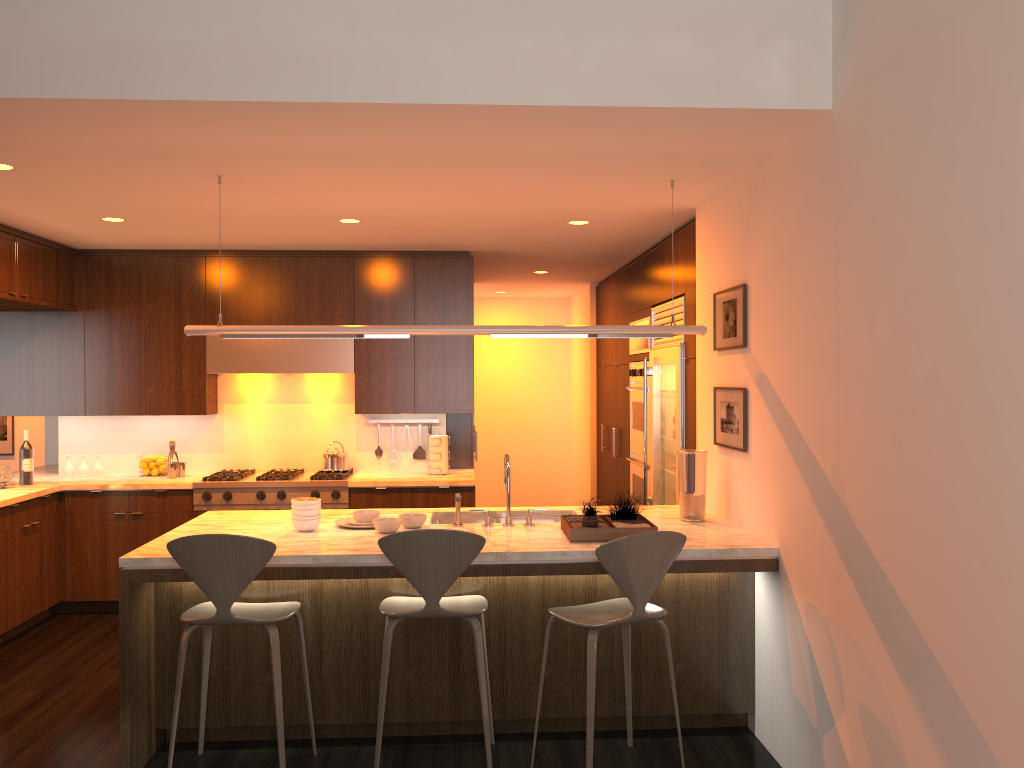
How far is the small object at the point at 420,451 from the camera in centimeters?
688cm

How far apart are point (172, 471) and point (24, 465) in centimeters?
95cm

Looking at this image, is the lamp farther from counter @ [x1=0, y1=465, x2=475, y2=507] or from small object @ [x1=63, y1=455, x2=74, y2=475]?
small object @ [x1=63, y1=455, x2=74, y2=475]

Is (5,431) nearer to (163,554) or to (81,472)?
(81,472)

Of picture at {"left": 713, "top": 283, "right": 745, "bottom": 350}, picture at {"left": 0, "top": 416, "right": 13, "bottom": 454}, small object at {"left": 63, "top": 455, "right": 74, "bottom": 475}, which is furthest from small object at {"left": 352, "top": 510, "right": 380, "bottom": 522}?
picture at {"left": 0, "top": 416, "right": 13, "bottom": 454}

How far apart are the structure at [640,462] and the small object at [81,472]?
4.1m

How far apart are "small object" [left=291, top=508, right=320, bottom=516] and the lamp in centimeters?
83cm

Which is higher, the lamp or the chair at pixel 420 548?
the lamp

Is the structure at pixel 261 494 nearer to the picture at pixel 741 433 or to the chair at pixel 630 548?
the picture at pixel 741 433

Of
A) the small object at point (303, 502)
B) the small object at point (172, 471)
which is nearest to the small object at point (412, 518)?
the small object at point (303, 502)
